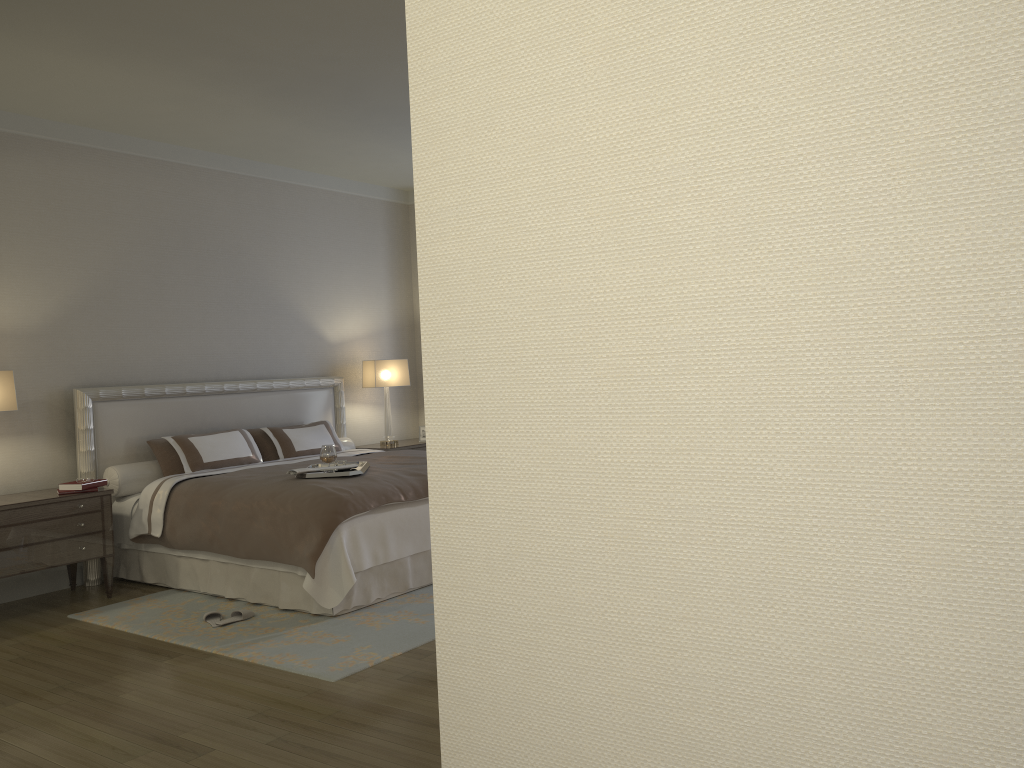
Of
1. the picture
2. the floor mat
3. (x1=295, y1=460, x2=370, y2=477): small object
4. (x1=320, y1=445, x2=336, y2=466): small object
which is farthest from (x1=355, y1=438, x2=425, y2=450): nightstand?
the floor mat

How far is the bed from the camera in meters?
4.8

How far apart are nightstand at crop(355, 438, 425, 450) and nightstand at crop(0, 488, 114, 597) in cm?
271

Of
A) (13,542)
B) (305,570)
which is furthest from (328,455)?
(13,542)

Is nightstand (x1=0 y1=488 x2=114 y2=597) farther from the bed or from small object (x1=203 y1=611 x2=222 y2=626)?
small object (x1=203 y1=611 x2=222 y2=626)

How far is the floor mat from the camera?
4.1 meters

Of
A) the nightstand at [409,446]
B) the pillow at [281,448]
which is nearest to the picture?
the nightstand at [409,446]

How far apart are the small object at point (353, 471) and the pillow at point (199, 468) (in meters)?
1.08

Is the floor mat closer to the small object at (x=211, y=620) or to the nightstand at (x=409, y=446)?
the small object at (x=211, y=620)

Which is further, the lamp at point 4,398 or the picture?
the picture
